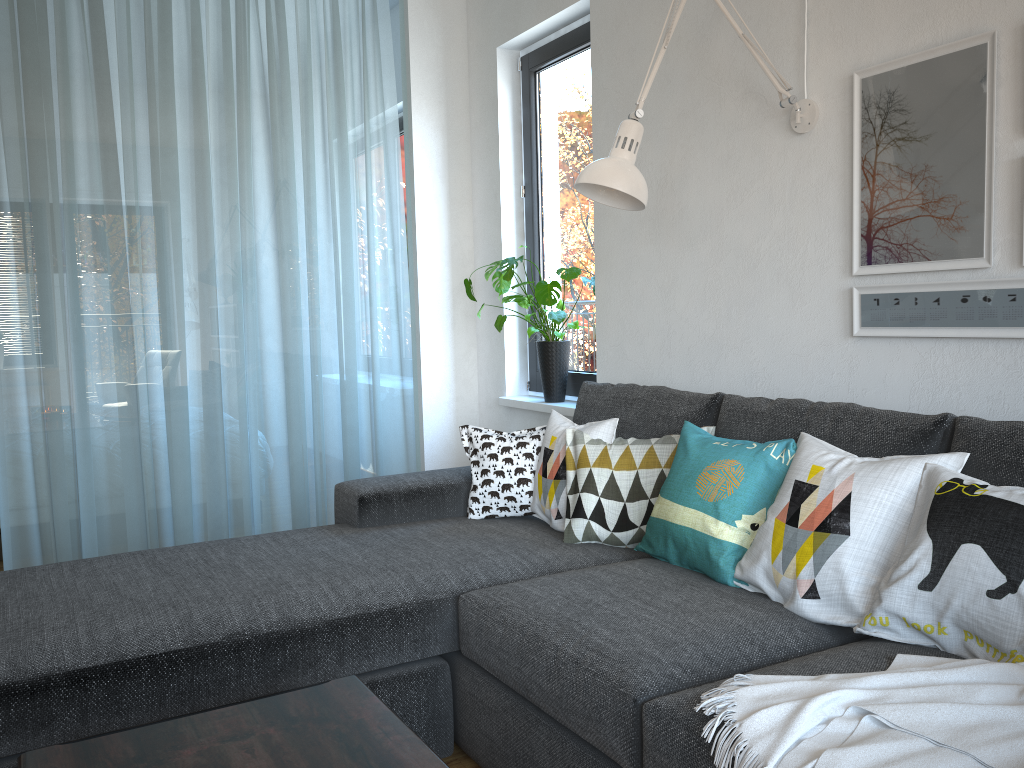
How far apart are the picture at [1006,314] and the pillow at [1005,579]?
0.48m

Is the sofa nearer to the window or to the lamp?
the lamp

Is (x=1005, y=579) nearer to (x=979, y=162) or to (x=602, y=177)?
(x=979, y=162)

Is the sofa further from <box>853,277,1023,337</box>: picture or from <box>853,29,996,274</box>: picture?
<box>853,29,996,274</box>: picture

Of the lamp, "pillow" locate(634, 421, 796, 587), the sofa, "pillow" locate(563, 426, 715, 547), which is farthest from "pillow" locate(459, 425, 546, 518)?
the lamp

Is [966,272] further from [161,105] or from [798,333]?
[161,105]

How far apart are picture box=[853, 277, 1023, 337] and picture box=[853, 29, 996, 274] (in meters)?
0.04

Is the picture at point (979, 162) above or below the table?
above

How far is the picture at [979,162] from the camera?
2.1 meters

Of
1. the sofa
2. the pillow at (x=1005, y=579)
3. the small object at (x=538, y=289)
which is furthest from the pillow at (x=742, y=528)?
the small object at (x=538, y=289)
